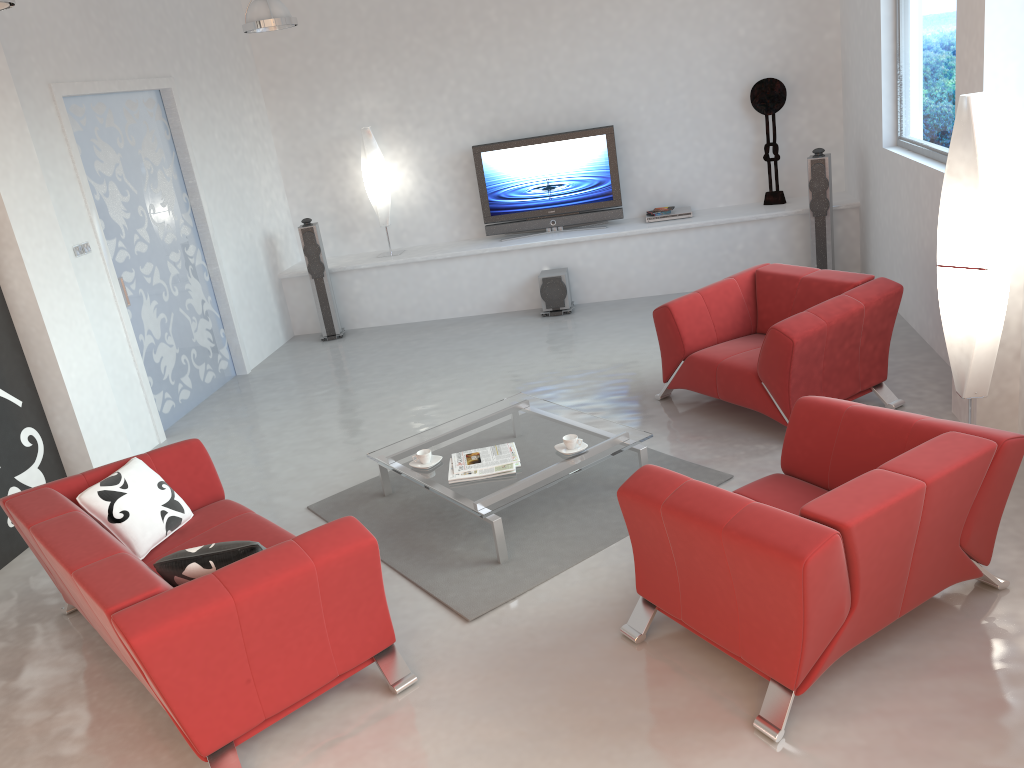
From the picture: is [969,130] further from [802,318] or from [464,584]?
[464,584]

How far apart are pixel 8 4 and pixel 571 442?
3.09m

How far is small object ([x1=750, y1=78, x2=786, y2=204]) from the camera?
7.9 meters

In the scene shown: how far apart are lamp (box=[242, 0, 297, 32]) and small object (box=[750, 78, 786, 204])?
4.2m

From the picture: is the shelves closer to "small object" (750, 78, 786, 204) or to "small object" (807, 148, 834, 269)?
"small object" (750, 78, 786, 204)

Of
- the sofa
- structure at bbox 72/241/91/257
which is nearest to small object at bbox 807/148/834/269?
the sofa

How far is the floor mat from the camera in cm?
405

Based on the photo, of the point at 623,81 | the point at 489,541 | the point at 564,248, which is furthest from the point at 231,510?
the point at 623,81

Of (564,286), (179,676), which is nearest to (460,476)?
(179,676)

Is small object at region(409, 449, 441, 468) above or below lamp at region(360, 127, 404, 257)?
below
